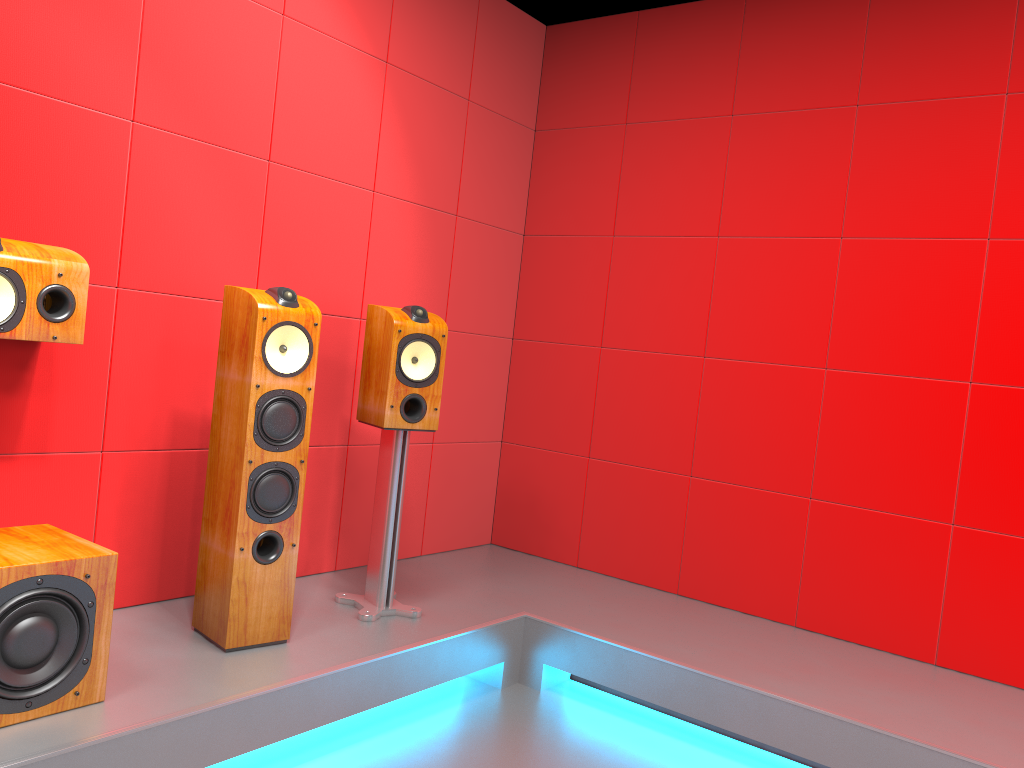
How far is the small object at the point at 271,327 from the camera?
2.5m

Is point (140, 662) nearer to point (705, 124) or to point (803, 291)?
point (803, 291)

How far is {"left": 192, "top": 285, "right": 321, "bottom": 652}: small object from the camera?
2.50m

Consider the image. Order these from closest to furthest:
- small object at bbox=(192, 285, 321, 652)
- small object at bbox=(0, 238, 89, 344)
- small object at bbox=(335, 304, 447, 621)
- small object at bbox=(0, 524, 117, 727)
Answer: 1. small object at bbox=(0, 524, 117, 727)
2. small object at bbox=(0, 238, 89, 344)
3. small object at bbox=(192, 285, 321, 652)
4. small object at bbox=(335, 304, 447, 621)

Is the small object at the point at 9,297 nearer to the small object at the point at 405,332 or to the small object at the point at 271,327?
the small object at the point at 271,327

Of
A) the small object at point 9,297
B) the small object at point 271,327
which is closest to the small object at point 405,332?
the small object at point 271,327

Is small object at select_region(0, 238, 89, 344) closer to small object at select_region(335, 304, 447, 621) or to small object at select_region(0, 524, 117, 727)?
small object at select_region(0, 524, 117, 727)

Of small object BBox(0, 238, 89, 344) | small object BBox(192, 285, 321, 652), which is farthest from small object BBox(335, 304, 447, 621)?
small object BBox(0, 238, 89, 344)

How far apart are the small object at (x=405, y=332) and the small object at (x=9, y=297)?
0.9m

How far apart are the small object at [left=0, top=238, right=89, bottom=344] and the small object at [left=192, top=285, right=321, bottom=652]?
0.4 meters
